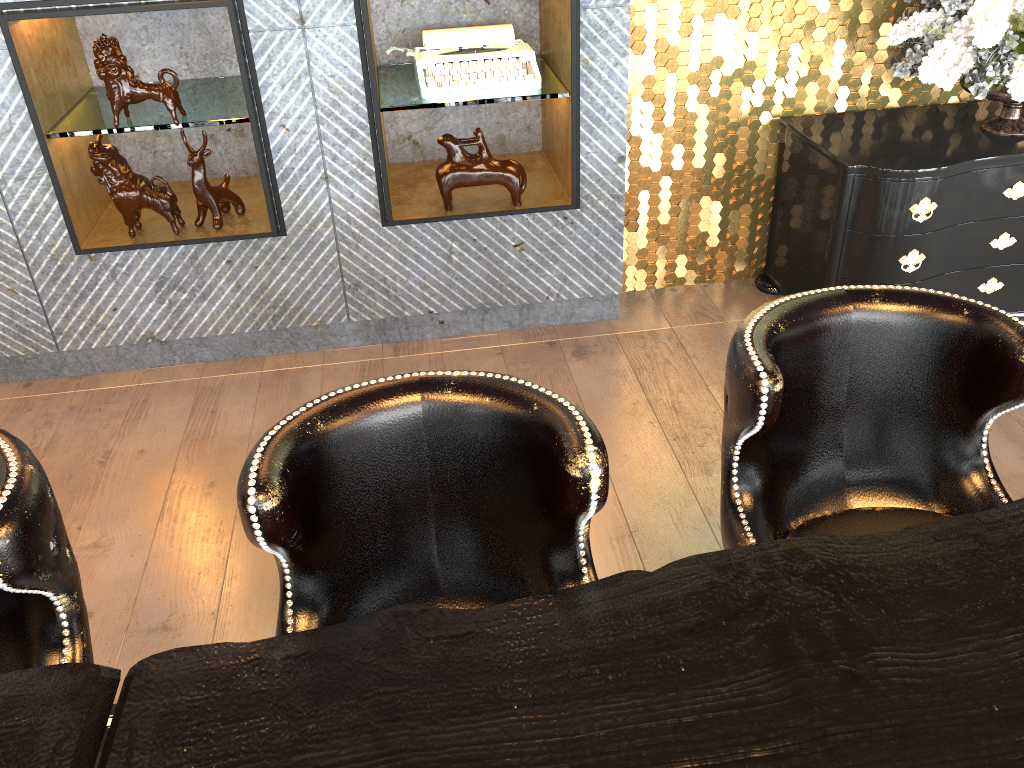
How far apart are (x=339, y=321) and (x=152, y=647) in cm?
153

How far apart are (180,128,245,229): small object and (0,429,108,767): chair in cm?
207

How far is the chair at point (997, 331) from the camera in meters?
1.4 m

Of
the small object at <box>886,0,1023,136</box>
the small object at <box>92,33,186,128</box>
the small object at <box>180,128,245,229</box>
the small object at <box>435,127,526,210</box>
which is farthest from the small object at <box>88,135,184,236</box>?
the small object at <box>886,0,1023,136</box>

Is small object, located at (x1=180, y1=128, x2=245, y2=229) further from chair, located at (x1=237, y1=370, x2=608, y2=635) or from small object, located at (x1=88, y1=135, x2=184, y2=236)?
chair, located at (x1=237, y1=370, x2=608, y2=635)

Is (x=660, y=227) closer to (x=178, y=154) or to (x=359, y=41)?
(x=359, y=41)

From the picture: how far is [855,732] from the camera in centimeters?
99cm

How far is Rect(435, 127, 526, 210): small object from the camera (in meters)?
3.23

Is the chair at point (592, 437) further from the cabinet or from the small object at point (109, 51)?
the cabinet

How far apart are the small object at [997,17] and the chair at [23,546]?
2.97m
